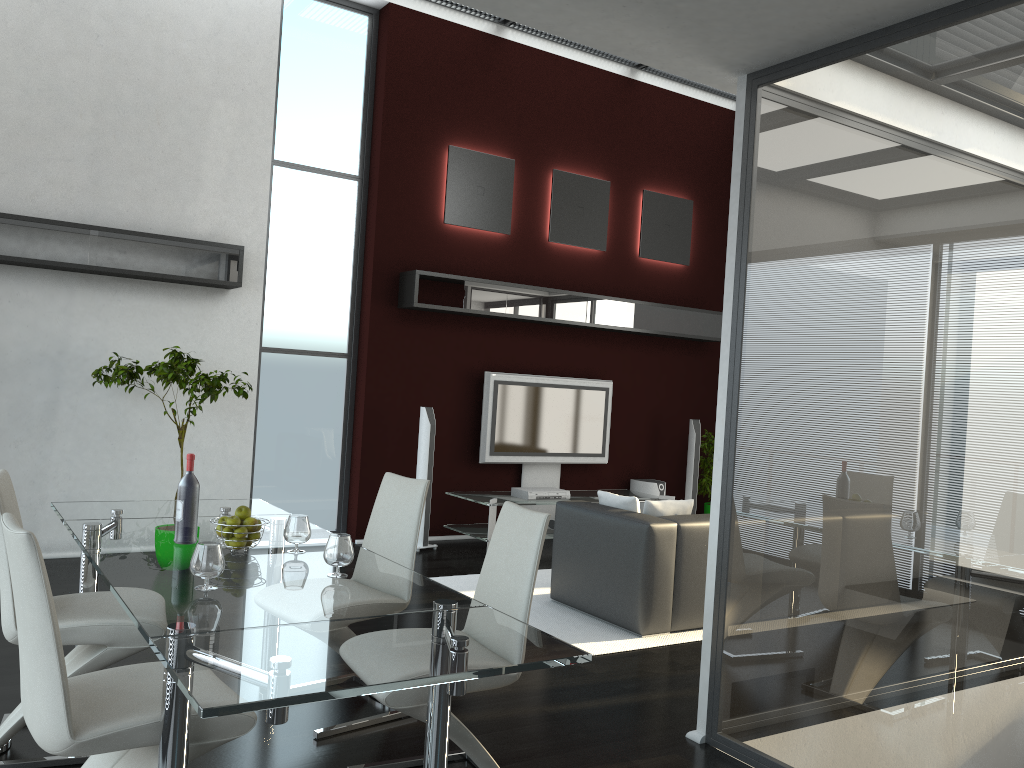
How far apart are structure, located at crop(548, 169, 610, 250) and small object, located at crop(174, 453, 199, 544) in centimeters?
550cm

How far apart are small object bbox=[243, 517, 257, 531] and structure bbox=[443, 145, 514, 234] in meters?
4.9 m

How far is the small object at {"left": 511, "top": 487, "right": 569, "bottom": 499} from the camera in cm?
752

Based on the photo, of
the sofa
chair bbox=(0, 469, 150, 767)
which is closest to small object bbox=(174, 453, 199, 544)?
chair bbox=(0, 469, 150, 767)

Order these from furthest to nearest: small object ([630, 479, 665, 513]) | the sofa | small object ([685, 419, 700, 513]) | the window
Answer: small object ([685, 419, 700, 513]) < small object ([630, 479, 665, 513]) < the window < the sofa

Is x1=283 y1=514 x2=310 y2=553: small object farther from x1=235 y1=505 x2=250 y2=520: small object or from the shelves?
the shelves

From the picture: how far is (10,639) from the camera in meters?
3.0 m

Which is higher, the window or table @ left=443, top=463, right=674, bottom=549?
the window

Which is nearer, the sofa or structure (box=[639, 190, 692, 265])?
the sofa

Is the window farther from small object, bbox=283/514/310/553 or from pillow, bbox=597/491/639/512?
small object, bbox=283/514/310/553
